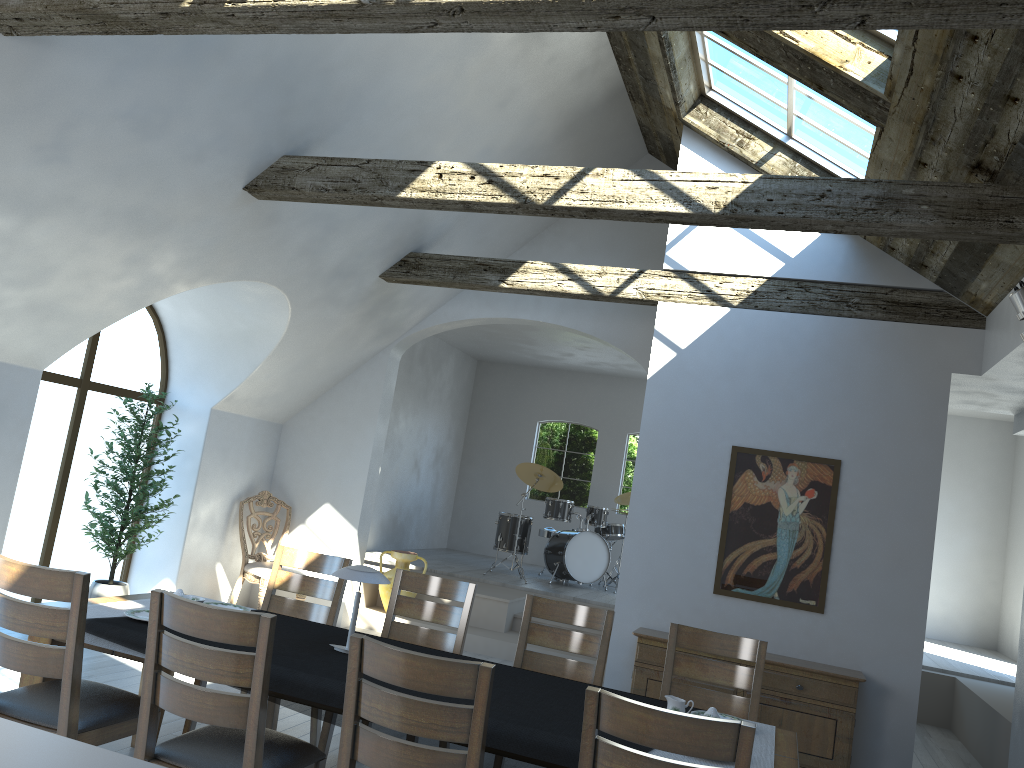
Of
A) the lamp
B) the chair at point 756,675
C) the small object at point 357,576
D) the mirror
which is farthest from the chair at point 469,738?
the mirror

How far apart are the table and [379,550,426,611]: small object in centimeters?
471cm

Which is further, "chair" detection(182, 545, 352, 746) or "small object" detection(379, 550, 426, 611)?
"small object" detection(379, 550, 426, 611)

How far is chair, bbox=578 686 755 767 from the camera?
2.37m

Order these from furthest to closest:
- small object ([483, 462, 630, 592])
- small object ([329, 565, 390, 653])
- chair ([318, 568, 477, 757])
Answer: small object ([483, 462, 630, 592]), chair ([318, 568, 477, 757]), small object ([329, 565, 390, 653])

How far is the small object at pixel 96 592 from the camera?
6.86m

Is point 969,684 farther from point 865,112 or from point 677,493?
point 865,112

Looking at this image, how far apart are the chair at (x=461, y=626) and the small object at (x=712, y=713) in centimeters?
161cm

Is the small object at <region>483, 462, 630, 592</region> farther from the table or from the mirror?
the table

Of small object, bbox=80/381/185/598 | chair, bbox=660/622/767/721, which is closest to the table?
chair, bbox=660/622/767/721
